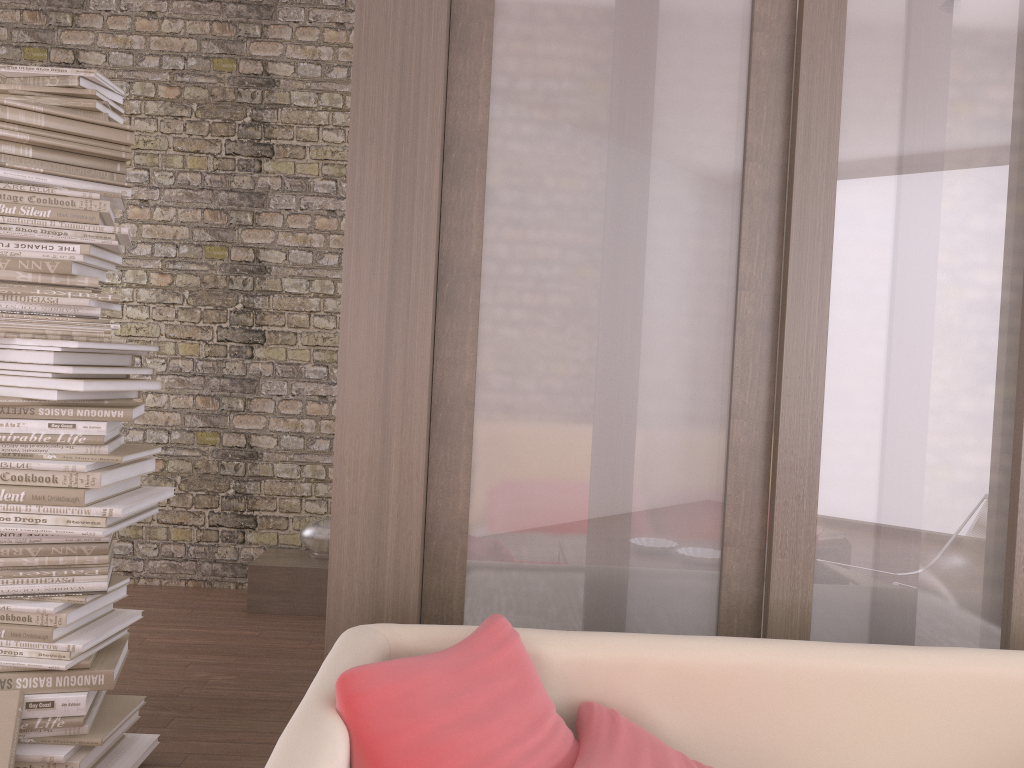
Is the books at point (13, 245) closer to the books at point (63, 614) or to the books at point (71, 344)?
the books at point (71, 344)

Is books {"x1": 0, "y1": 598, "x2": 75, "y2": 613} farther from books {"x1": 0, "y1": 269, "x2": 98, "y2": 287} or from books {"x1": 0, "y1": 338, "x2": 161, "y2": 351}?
books {"x1": 0, "y1": 269, "x2": 98, "y2": 287}

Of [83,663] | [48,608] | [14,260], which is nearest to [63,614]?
[48,608]

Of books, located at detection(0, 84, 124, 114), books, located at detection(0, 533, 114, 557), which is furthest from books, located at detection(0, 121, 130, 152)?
books, located at detection(0, 533, 114, 557)

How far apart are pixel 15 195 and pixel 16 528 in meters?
0.9 m

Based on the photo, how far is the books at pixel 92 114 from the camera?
2.56m

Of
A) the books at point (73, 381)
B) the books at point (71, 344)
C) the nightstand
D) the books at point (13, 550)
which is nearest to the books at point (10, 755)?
the books at point (13, 550)

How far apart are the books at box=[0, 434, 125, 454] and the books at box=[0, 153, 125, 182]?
0.8 meters

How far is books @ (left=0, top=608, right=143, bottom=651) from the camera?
2.42m

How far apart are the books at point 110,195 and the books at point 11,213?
0.07m
